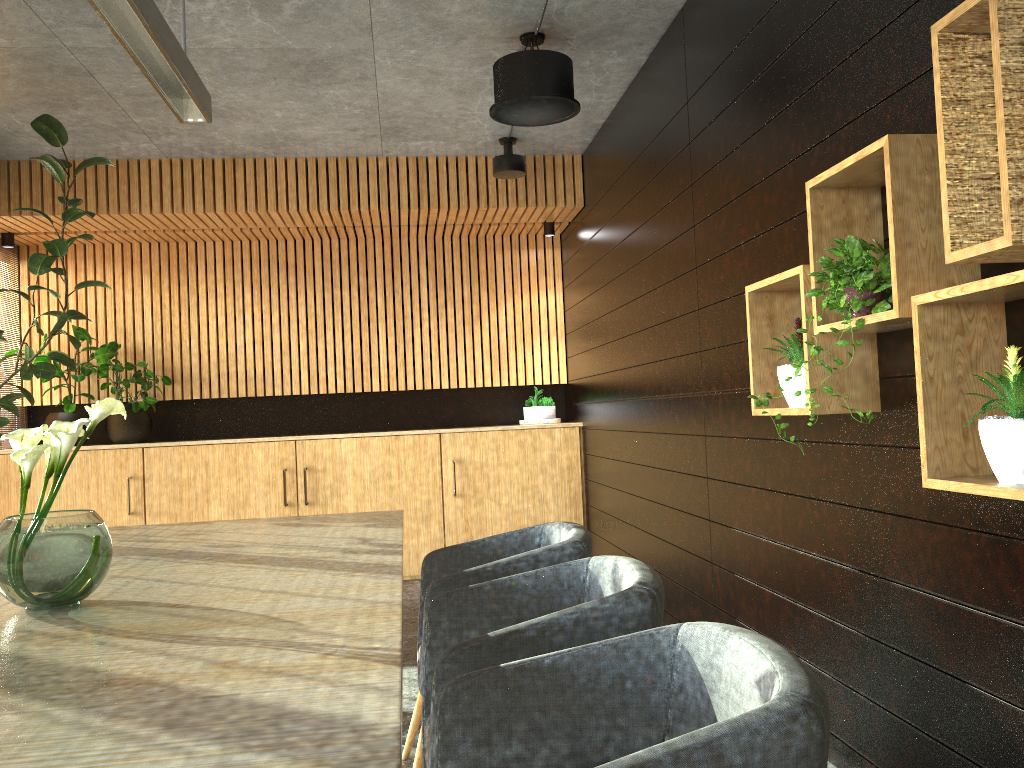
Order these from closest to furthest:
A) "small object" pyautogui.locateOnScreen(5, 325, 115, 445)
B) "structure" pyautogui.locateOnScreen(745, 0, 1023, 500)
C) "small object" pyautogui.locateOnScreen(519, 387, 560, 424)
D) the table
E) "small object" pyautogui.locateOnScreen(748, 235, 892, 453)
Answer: the table, "structure" pyautogui.locateOnScreen(745, 0, 1023, 500), "small object" pyautogui.locateOnScreen(748, 235, 892, 453), "small object" pyautogui.locateOnScreen(5, 325, 115, 445), "small object" pyautogui.locateOnScreen(519, 387, 560, 424)

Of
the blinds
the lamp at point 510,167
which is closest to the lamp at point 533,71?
the lamp at point 510,167

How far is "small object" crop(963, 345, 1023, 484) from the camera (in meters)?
1.97

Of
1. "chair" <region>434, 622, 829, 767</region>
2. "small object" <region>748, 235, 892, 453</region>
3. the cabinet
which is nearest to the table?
"chair" <region>434, 622, 829, 767</region>

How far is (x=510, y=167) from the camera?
6.7 meters

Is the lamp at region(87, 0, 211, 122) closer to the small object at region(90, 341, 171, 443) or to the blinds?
the small object at region(90, 341, 171, 443)

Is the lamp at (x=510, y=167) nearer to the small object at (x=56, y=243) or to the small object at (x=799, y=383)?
the small object at (x=56, y=243)

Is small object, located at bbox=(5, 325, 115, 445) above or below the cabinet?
above

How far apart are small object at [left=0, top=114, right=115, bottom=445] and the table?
1.70m

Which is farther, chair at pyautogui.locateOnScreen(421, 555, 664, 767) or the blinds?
the blinds
